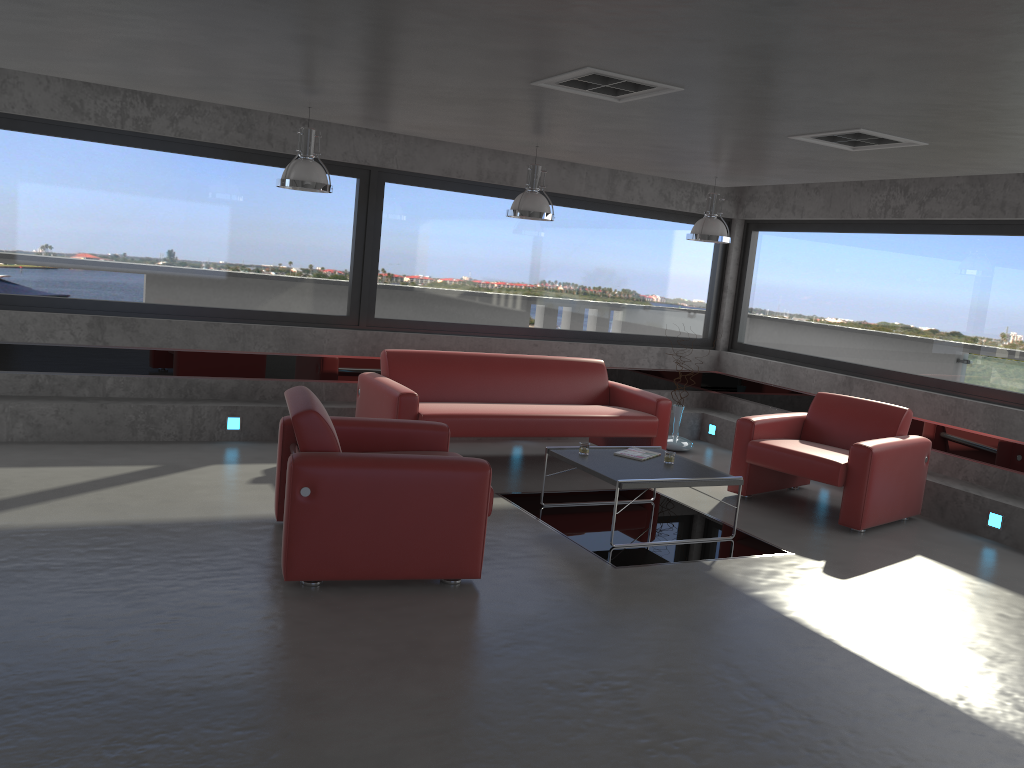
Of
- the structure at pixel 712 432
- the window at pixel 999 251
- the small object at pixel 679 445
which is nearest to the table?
the small object at pixel 679 445

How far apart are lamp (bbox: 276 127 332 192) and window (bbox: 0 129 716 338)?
1.7m

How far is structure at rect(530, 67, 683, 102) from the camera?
4.33m

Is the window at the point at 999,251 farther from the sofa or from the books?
the books

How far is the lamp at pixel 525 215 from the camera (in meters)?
6.85

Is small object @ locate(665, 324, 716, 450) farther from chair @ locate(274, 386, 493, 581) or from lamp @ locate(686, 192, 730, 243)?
chair @ locate(274, 386, 493, 581)

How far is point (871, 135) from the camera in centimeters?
520cm

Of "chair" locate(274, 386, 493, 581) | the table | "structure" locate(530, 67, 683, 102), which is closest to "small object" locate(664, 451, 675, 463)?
the table

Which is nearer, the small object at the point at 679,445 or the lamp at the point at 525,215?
the lamp at the point at 525,215

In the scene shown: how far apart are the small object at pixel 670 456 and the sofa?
1.3m
